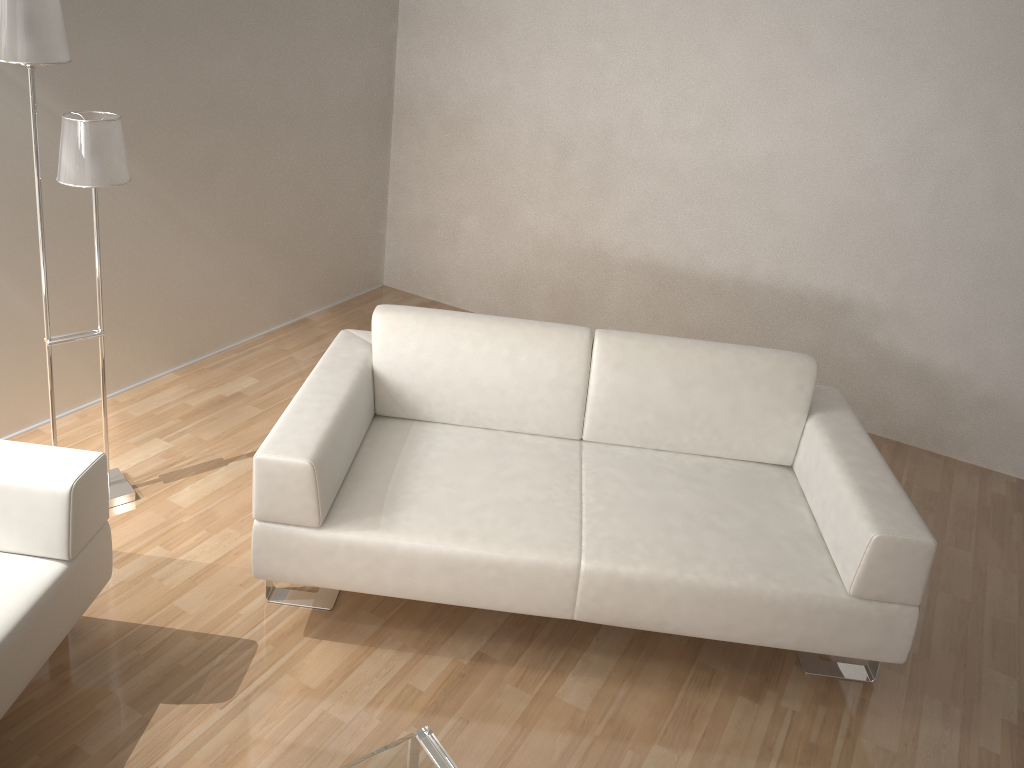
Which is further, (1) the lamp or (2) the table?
(1) the lamp

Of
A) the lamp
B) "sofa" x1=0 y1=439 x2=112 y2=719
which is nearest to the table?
"sofa" x1=0 y1=439 x2=112 y2=719

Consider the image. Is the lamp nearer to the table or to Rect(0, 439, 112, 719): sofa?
Rect(0, 439, 112, 719): sofa

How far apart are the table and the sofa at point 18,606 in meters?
0.8

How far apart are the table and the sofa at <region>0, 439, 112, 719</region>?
0.8m

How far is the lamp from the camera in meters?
2.3 m

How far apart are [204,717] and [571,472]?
1.24m

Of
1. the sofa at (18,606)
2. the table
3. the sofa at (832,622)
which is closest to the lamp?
the sofa at (18,606)

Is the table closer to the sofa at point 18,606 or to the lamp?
the sofa at point 18,606

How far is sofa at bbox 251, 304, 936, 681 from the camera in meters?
2.4
